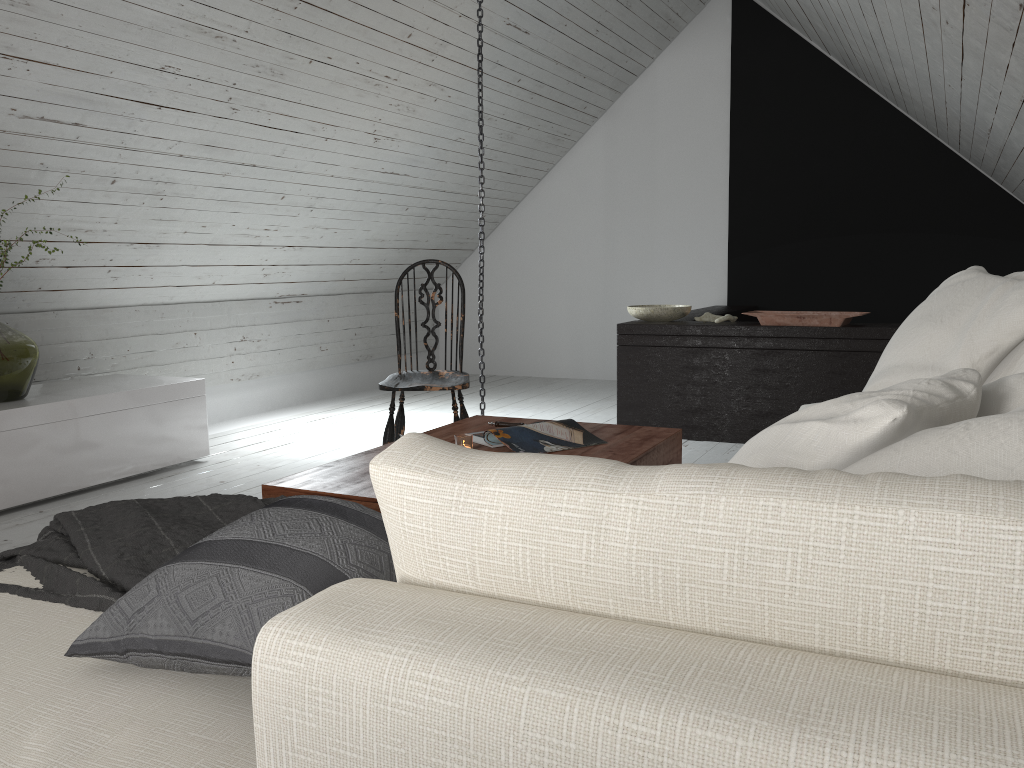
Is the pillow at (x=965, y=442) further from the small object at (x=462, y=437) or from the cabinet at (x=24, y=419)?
the cabinet at (x=24, y=419)

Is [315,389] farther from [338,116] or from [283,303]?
[338,116]

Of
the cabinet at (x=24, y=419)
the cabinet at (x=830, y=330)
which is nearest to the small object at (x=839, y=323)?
the cabinet at (x=830, y=330)

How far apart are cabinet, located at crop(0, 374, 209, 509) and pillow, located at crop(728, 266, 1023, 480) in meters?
2.9 m

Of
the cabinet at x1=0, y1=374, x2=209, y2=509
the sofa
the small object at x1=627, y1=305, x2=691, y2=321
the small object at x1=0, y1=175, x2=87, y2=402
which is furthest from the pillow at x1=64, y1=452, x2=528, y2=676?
the small object at x1=627, y1=305, x2=691, y2=321

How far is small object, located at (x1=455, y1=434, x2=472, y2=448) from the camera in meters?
2.4

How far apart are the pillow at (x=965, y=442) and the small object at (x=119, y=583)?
0.9m

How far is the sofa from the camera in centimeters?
56cm

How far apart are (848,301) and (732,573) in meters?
5.9

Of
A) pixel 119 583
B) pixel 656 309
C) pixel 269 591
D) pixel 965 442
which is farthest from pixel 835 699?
pixel 656 309
